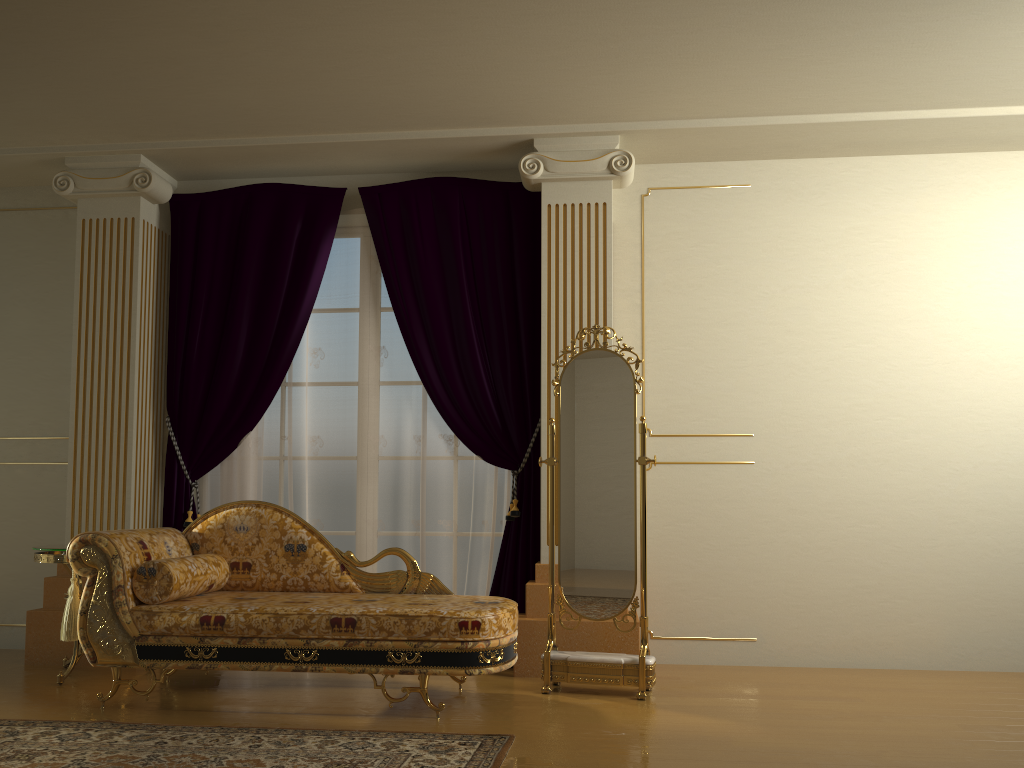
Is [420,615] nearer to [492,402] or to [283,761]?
[283,761]

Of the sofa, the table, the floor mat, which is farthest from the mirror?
the table

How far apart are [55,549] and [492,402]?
2.2 meters

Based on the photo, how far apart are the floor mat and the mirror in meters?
0.8

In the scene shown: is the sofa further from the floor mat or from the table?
the table

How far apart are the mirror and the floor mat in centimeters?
77cm

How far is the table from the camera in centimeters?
411cm

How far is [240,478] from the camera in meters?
4.9

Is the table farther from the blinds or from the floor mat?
the floor mat

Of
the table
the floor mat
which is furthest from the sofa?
the table
